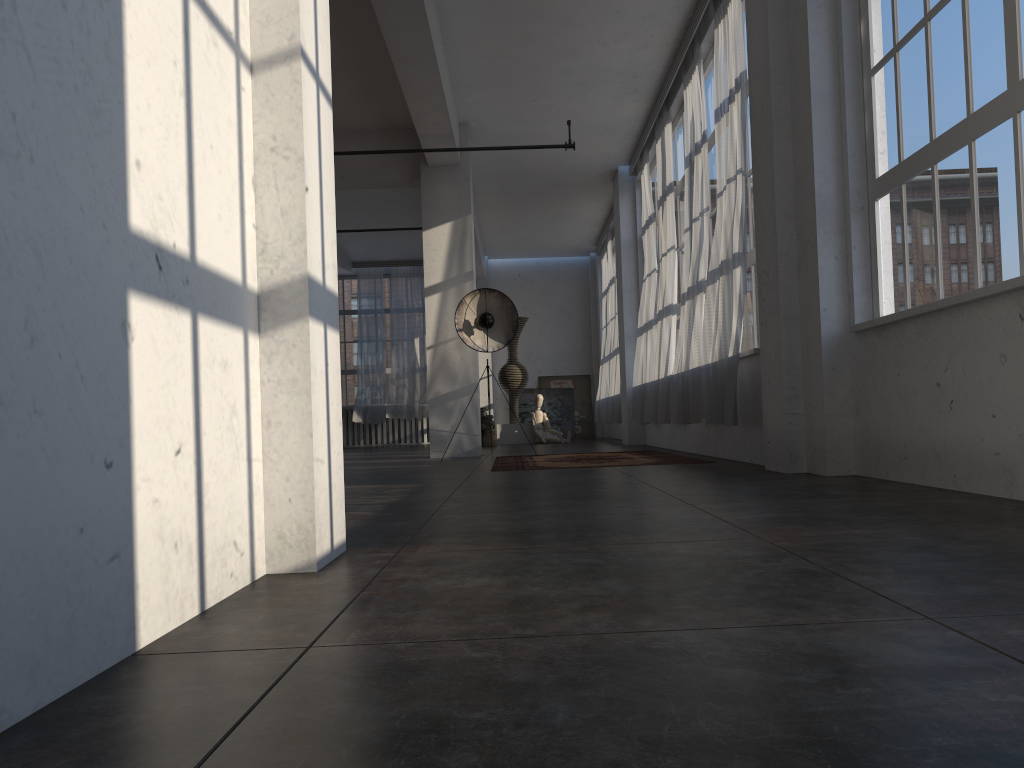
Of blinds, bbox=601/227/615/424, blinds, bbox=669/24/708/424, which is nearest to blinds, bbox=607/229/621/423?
blinds, bbox=601/227/615/424

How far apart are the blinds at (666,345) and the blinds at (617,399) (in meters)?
3.81

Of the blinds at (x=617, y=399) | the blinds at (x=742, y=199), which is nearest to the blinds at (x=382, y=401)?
the blinds at (x=617, y=399)

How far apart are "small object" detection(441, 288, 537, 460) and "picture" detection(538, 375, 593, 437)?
9.3 meters

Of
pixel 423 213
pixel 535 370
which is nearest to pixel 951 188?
pixel 423 213

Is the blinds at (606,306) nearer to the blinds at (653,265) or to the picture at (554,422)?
the picture at (554,422)

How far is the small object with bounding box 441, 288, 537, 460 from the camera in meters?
10.0

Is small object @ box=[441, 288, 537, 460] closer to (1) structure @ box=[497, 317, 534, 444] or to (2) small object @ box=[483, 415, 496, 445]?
(2) small object @ box=[483, 415, 496, 445]

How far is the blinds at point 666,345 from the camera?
9.6 meters

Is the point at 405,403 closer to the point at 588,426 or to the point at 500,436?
the point at 500,436
